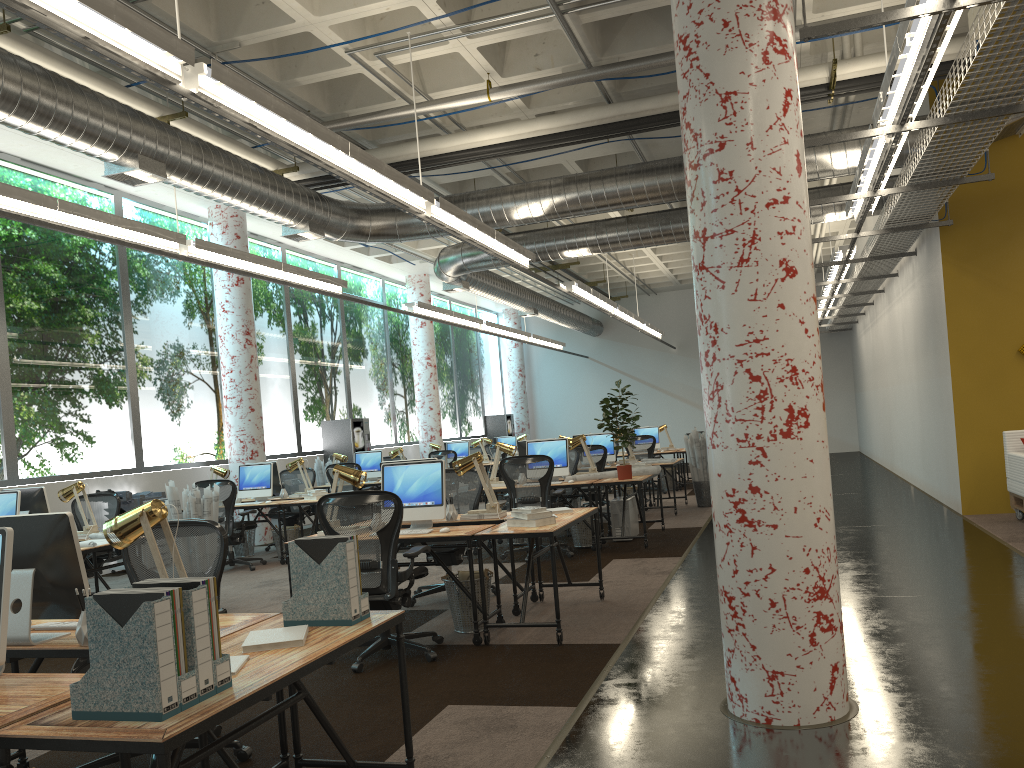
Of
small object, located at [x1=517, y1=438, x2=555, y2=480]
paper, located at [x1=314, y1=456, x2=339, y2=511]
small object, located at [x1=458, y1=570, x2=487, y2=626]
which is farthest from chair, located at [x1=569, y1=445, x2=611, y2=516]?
small object, located at [x1=458, y1=570, x2=487, y2=626]

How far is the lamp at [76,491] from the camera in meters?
7.8 m

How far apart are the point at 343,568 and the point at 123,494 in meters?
8.7 m

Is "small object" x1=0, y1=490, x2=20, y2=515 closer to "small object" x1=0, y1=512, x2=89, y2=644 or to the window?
the window

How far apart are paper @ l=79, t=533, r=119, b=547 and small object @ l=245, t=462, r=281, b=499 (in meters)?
3.96

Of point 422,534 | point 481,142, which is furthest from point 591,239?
point 422,534

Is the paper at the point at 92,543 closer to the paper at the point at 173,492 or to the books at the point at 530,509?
the paper at the point at 173,492

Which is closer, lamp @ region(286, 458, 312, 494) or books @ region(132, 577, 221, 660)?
books @ region(132, 577, 221, 660)

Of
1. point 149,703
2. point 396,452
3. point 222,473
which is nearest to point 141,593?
point 149,703

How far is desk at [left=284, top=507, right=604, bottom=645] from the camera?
5.6m
